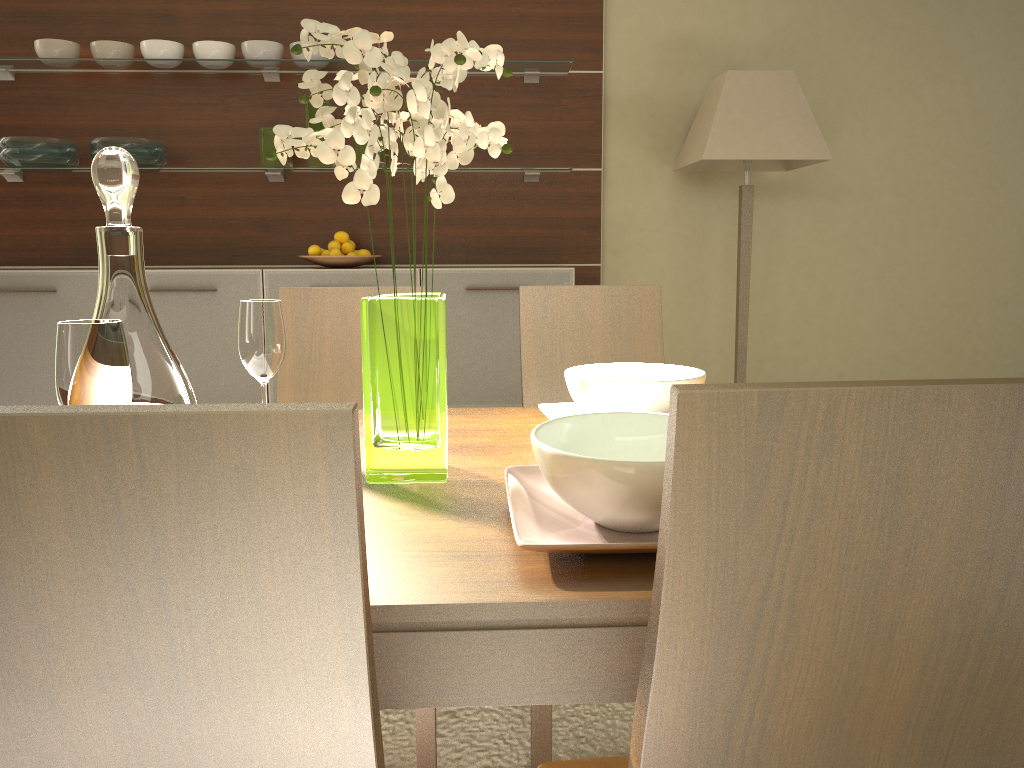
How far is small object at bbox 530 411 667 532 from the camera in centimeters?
88cm

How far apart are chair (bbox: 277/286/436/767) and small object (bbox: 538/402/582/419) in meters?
0.7 m

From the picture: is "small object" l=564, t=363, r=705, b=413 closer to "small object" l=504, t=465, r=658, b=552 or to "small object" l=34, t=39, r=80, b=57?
"small object" l=504, t=465, r=658, b=552

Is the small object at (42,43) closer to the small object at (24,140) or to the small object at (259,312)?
the small object at (24,140)

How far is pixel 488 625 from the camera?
0.80m

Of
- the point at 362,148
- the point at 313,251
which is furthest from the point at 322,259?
the point at 362,148

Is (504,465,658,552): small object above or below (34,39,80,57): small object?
below

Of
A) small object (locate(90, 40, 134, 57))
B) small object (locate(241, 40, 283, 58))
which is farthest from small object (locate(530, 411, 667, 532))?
small object (locate(90, 40, 134, 57))

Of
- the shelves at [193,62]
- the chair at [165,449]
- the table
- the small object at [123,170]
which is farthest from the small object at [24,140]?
the chair at [165,449]

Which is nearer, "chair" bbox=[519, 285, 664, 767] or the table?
the table
